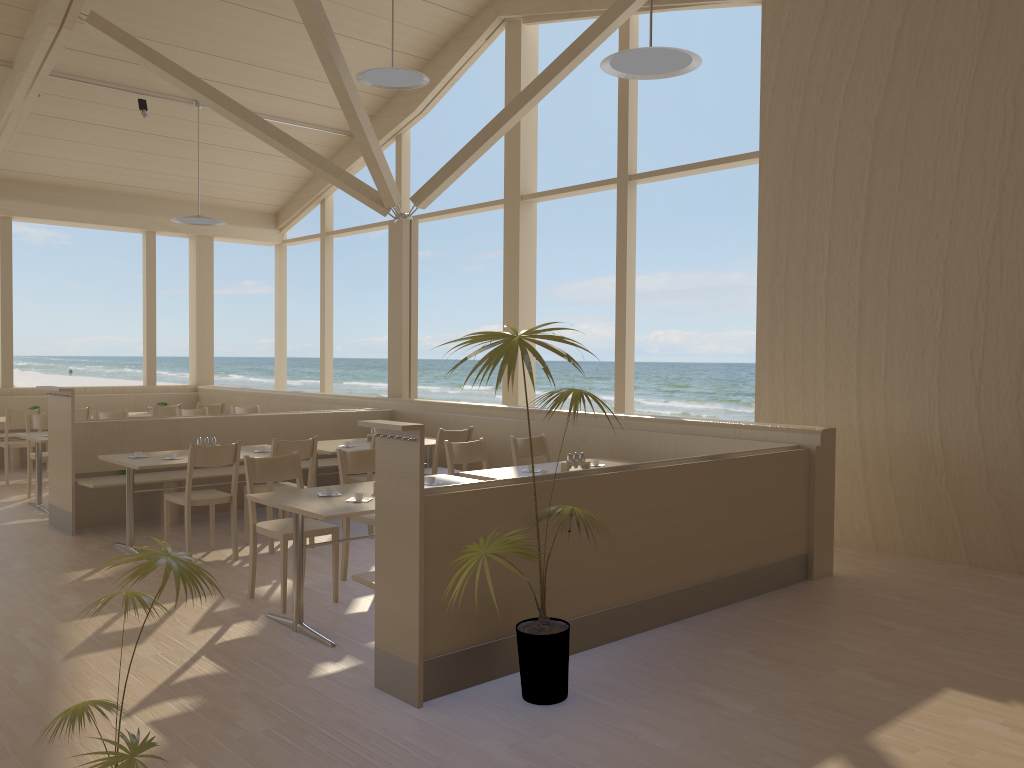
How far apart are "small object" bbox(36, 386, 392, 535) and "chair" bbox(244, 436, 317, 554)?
0.96m

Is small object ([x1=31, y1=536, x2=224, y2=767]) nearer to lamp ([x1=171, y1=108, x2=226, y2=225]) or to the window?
the window

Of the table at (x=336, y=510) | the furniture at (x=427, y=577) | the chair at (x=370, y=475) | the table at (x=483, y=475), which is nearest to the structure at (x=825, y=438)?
the furniture at (x=427, y=577)

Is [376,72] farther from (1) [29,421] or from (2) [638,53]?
(1) [29,421]

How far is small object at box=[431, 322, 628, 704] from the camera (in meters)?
3.14

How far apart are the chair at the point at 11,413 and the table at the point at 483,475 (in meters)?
5.88

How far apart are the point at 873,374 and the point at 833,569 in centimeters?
A: 147cm

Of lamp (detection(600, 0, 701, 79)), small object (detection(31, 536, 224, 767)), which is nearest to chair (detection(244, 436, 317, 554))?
lamp (detection(600, 0, 701, 79))

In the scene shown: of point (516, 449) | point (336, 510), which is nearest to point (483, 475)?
point (516, 449)

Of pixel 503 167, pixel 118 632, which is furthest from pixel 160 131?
pixel 503 167
